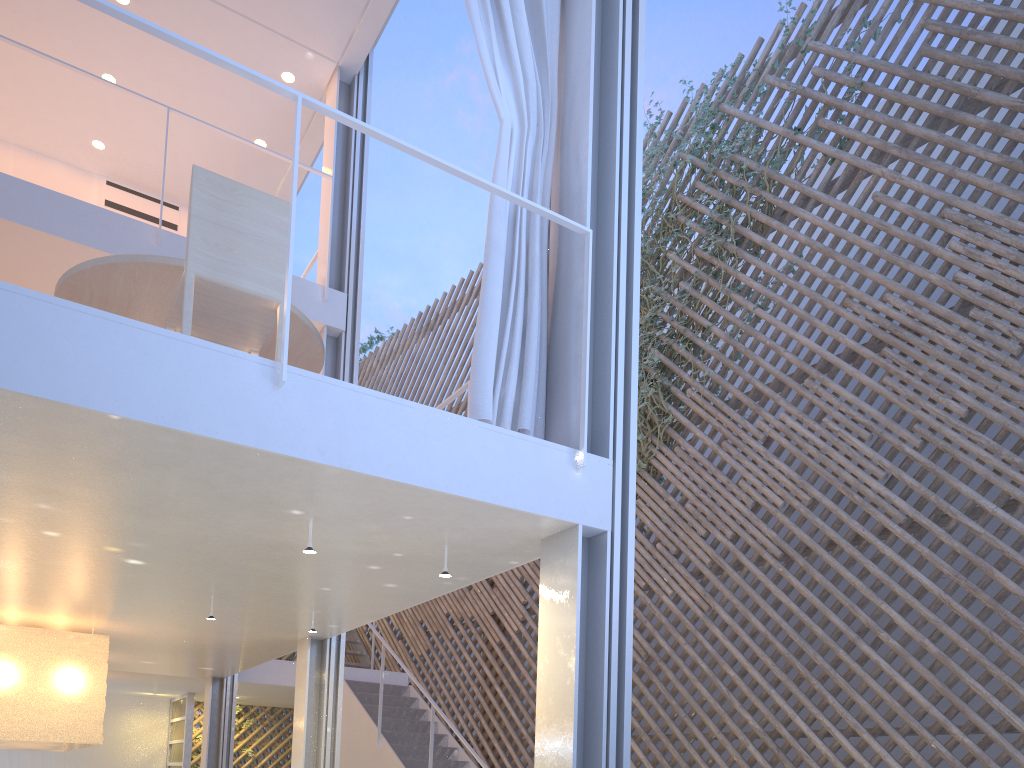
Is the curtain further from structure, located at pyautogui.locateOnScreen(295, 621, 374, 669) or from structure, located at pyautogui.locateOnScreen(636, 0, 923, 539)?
structure, located at pyautogui.locateOnScreen(295, 621, 374, 669)

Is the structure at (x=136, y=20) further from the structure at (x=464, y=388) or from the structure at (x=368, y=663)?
the structure at (x=368, y=663)

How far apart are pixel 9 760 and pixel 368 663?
2.5 meters

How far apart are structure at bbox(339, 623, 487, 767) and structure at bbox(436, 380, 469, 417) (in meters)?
2.00

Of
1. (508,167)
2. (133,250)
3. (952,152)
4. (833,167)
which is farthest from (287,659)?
(952,152)

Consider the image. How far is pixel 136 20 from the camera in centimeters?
158cm

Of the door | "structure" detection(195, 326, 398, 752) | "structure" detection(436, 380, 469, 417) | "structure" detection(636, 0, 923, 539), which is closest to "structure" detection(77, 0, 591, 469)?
"structure" detection(436, 380, 469, 417)

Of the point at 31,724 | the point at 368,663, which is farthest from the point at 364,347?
the point at 31,724

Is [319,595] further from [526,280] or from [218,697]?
[218,697]

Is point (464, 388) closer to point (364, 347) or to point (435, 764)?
point (435, 764)
